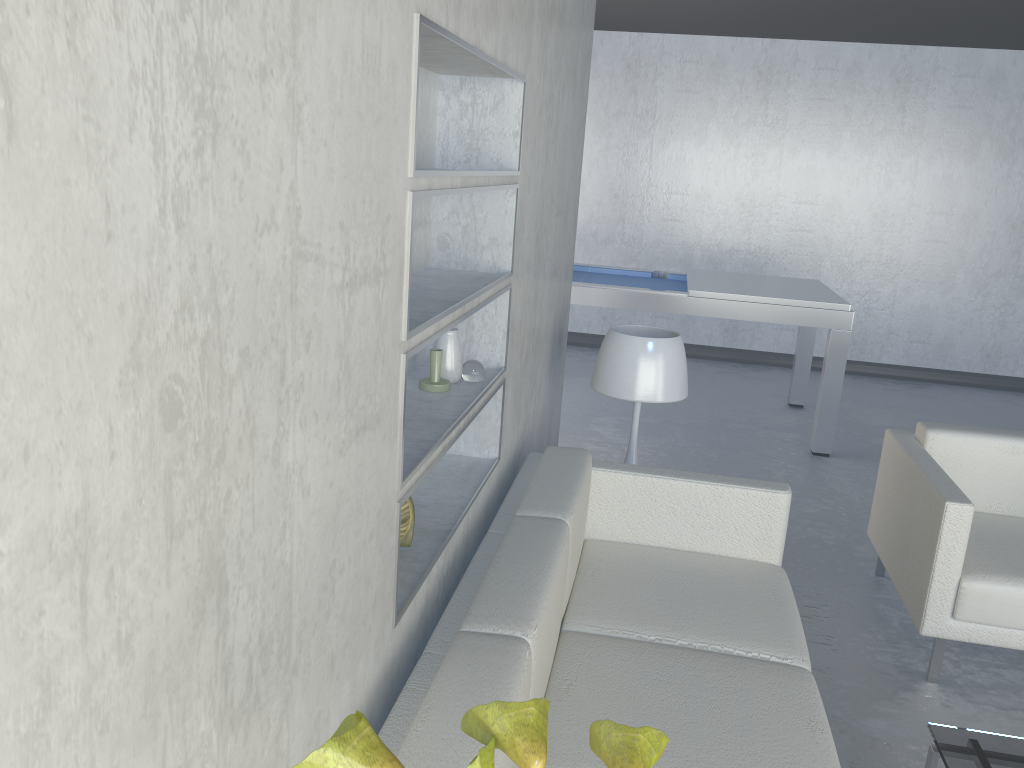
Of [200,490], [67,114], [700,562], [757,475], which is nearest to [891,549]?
[700,562]

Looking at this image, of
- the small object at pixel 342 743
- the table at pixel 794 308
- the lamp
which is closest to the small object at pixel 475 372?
the lamp

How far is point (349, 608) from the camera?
1.27m

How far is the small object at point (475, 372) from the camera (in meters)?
2.18

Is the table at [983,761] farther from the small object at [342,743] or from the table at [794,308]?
the table at [794,308]

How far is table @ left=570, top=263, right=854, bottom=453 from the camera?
4.8m

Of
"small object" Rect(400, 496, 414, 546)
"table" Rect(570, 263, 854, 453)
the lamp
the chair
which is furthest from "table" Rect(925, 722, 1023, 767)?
"table" Rect(570, 263, 854, 453)

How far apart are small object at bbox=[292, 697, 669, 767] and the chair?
2.04m

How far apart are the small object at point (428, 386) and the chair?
1.6m

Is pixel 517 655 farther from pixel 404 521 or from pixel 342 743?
pixel 342 743
